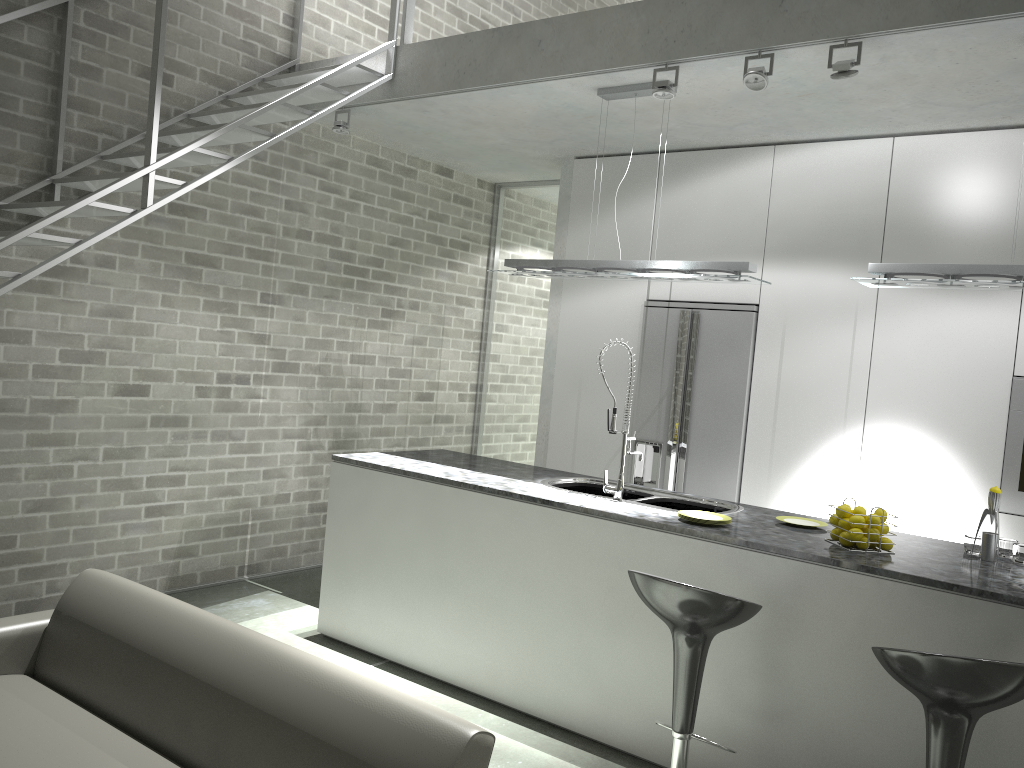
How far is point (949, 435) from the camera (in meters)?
4.68

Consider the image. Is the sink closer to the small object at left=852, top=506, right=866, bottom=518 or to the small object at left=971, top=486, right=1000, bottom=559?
the small object at left=852, top=506, right=866, bottom=518

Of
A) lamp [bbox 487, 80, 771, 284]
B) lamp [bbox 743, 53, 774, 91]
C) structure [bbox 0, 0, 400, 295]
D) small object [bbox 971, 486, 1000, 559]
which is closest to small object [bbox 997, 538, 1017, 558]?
small object [bbox 971, 486, 1000, 559]

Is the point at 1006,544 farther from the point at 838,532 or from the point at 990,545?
the point at 838,532

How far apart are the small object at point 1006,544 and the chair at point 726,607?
1.3m

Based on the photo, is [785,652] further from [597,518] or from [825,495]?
[825,495]

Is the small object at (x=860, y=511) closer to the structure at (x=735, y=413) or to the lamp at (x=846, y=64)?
the lamp at (x=846, y=64)

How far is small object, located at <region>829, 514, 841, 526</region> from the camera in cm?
347

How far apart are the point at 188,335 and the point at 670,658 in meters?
3.3

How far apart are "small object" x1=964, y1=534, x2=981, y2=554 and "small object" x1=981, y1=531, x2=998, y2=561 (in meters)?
0.10
